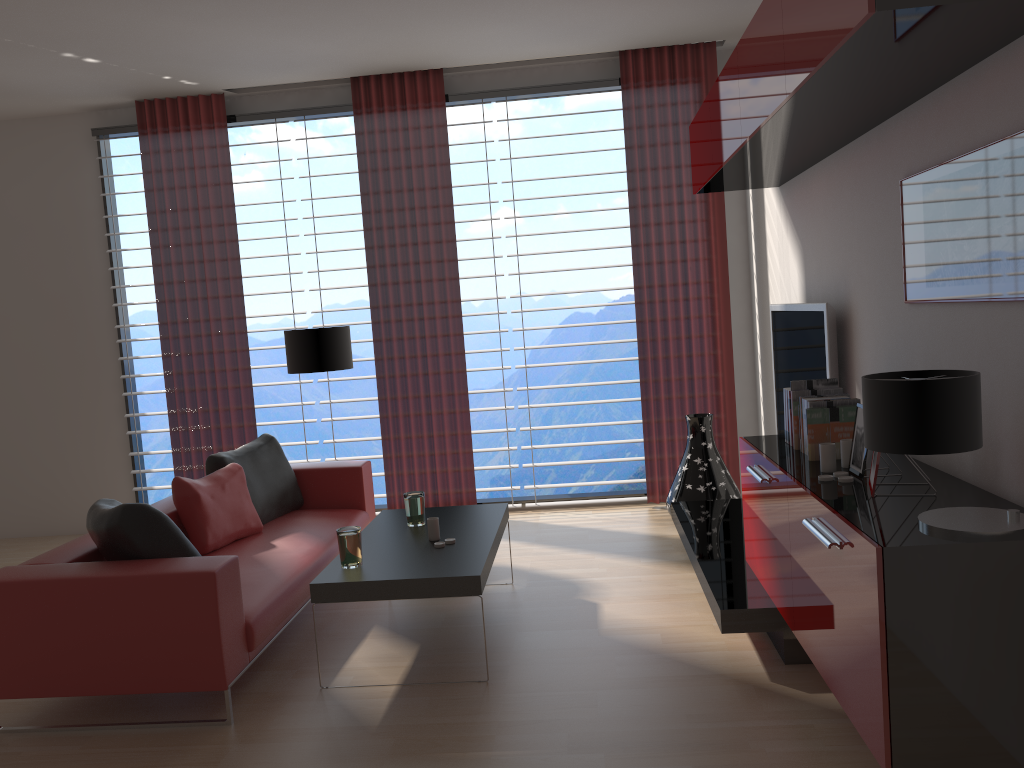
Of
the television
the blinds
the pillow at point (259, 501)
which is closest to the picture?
the television

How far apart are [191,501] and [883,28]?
4.9m

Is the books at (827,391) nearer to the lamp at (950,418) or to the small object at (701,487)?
the lamp at (950,418)

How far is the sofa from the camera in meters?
4.3

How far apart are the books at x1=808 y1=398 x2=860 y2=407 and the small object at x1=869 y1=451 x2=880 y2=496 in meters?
0.8 m

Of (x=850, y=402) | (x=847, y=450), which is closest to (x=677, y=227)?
(x=850, y=402)

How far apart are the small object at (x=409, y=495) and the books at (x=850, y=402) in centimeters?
258cm

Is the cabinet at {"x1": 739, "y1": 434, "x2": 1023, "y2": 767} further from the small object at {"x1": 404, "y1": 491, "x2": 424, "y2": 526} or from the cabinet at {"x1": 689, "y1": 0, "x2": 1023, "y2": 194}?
the small object at {"x1": 404, "y1": 491, "x2": 424, "y2": 526}

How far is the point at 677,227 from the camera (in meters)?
8.18

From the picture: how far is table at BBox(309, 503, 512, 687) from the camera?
4.6m
